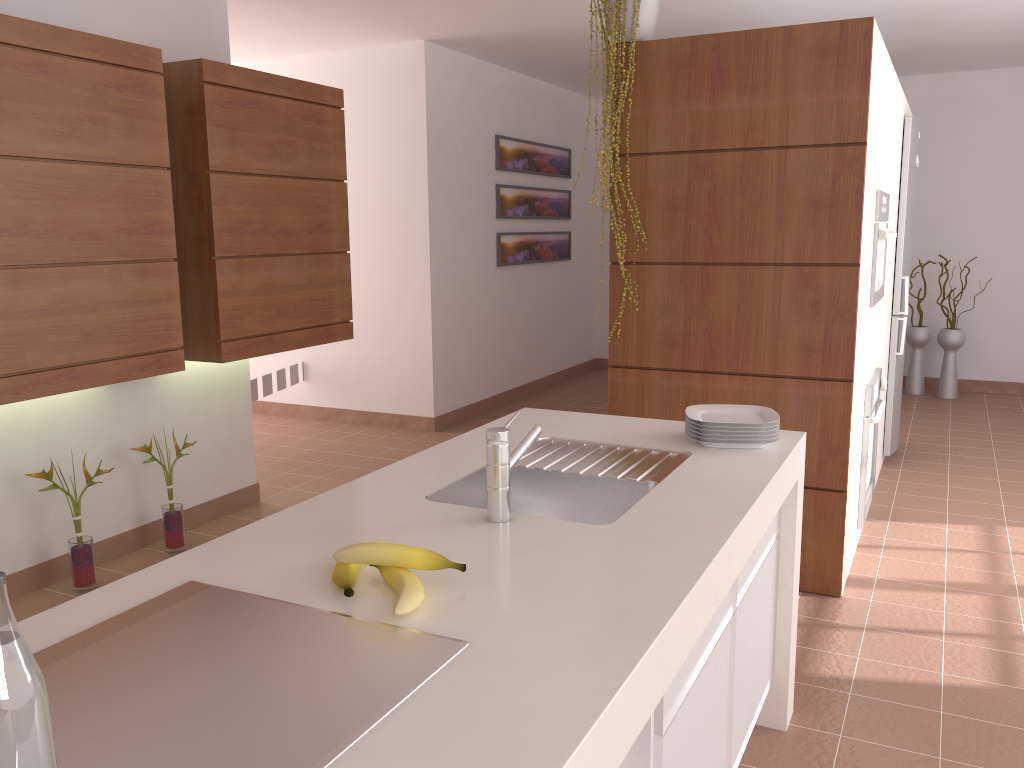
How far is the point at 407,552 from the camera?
1.32m

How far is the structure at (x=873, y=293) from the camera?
A: 3.5 meters

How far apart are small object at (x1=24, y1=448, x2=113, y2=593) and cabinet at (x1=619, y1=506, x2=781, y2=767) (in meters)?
2.48

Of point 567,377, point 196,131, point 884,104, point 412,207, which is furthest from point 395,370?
point 884,104

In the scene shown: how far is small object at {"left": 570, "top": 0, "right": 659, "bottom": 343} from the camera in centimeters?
317cm

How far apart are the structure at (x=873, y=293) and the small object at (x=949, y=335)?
3.36m

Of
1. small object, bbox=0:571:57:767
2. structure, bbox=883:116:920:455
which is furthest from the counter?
structure, bbox=883:116:920:455

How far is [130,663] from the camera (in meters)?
1.10

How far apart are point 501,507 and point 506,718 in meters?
0.7 m

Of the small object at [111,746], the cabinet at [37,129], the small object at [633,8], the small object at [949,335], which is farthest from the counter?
the small object at [949,335]
